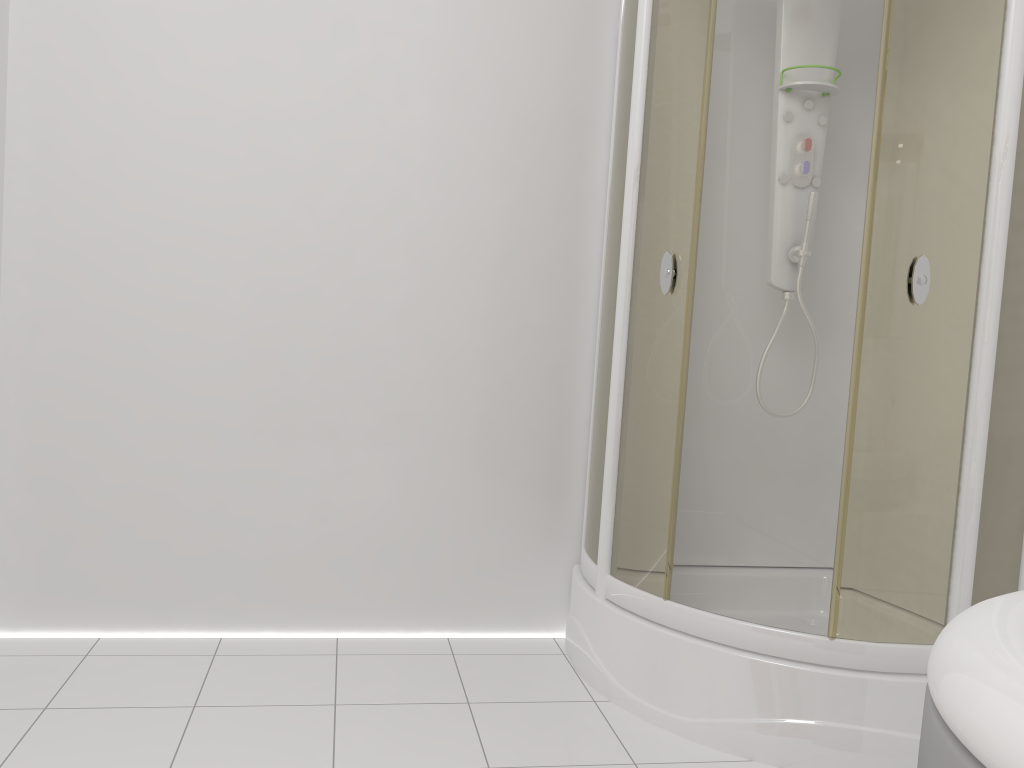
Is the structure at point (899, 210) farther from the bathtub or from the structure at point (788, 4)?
the bathtub

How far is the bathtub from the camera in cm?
81

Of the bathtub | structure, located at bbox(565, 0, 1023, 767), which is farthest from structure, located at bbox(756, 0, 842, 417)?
the bathtub

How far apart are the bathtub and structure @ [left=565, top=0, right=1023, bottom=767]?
0.82m

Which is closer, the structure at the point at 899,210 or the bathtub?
the bathtub

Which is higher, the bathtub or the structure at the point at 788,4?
the structure at the point at 788,4

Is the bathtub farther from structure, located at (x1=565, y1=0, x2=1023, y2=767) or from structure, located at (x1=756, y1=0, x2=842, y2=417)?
structure, located at (x1=756, y1=0, x2=842, y2=417)

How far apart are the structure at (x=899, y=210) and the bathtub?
0.8 meters

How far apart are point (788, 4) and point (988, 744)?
2.29m

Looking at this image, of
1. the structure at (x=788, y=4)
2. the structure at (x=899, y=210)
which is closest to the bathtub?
the structure at (x=899, y=210)
